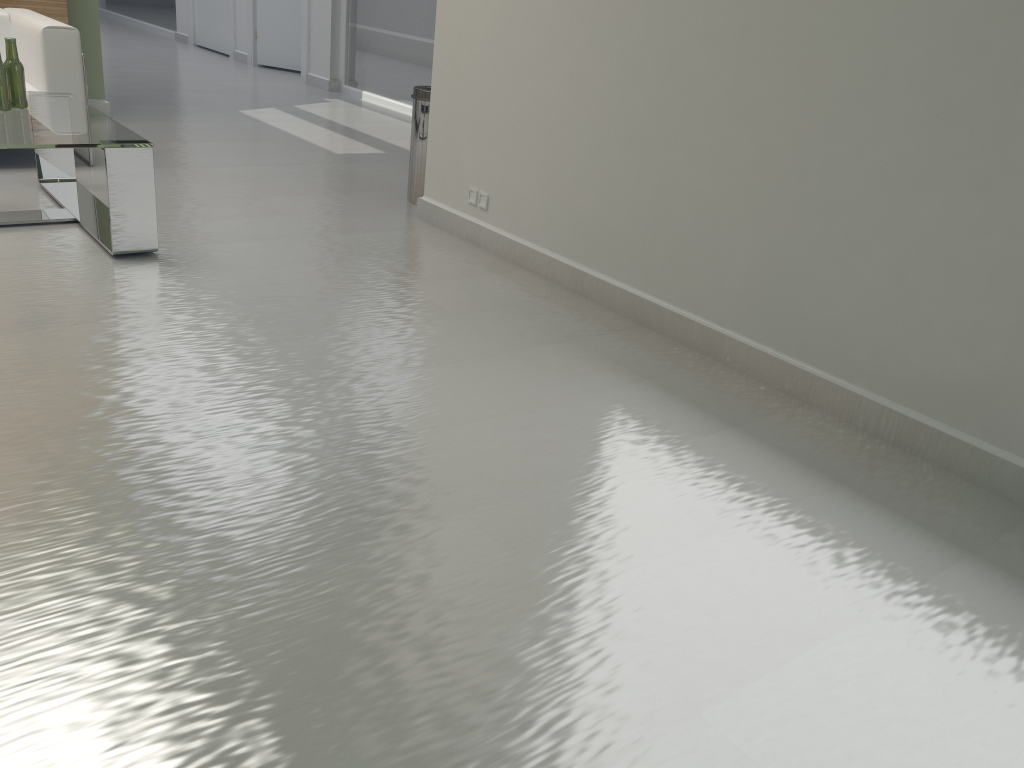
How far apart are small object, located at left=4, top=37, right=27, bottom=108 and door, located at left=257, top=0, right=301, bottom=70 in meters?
11.3 m

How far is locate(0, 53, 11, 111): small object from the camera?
6.1m

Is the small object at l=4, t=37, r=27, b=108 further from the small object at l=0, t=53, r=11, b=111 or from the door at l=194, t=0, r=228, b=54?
the door at l=194, t=0, r=228, b=54

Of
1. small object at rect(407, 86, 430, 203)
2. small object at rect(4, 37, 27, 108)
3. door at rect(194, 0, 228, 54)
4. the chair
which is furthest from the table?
door at rect(194, 0, 228, 54)

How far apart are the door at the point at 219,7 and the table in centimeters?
1214cm

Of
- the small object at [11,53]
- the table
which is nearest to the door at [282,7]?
the table

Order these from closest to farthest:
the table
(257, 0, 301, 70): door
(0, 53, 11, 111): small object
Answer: the table → (0, 53, 11, 111): small object → (257, 0, 301, 70): door

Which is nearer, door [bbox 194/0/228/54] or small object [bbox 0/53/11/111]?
small object [bbox 0/53/11/111]

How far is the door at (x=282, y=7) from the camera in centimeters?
1667cm

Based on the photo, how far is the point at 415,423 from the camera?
4.2 meters
